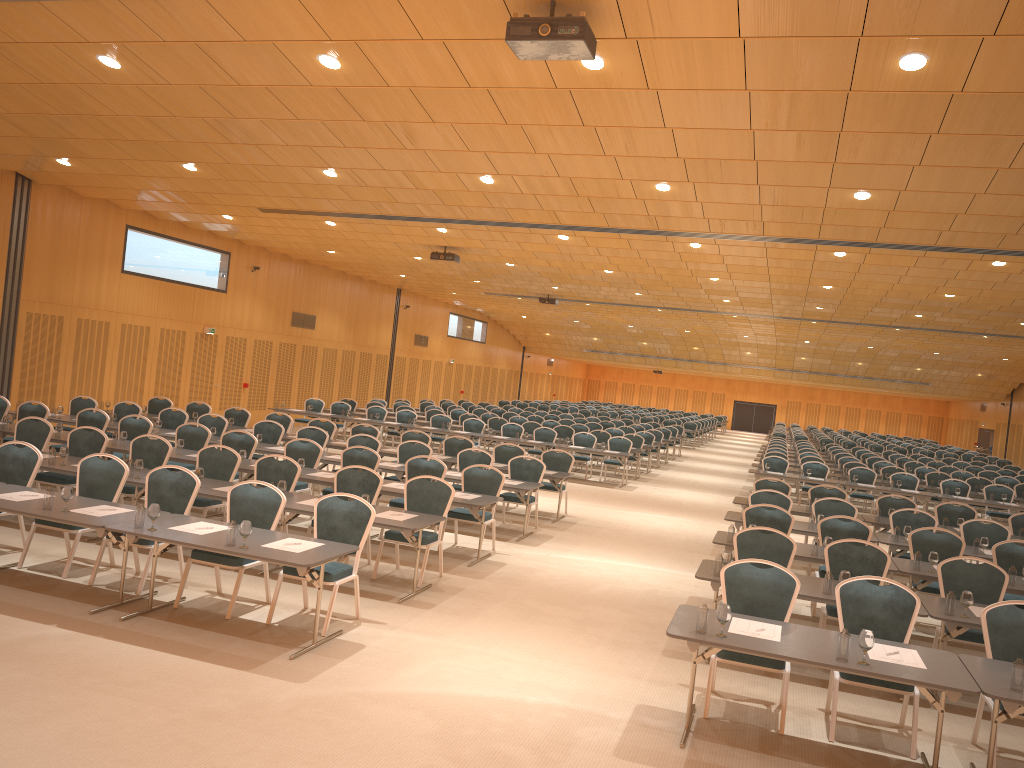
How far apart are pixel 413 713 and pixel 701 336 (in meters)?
36.10

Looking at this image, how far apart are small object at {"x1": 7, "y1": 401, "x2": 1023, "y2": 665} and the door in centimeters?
3872cm

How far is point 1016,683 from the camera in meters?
5.4 m

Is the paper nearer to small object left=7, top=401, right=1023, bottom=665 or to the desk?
the desk

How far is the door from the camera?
47.1 meters

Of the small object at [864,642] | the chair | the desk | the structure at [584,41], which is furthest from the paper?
the structure at [584,41]

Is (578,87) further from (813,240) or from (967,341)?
(967,341)

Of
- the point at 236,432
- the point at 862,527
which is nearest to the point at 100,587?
the point at 236,432

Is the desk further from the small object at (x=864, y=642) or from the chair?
the chair

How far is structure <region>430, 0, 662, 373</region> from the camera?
6.3 meters
